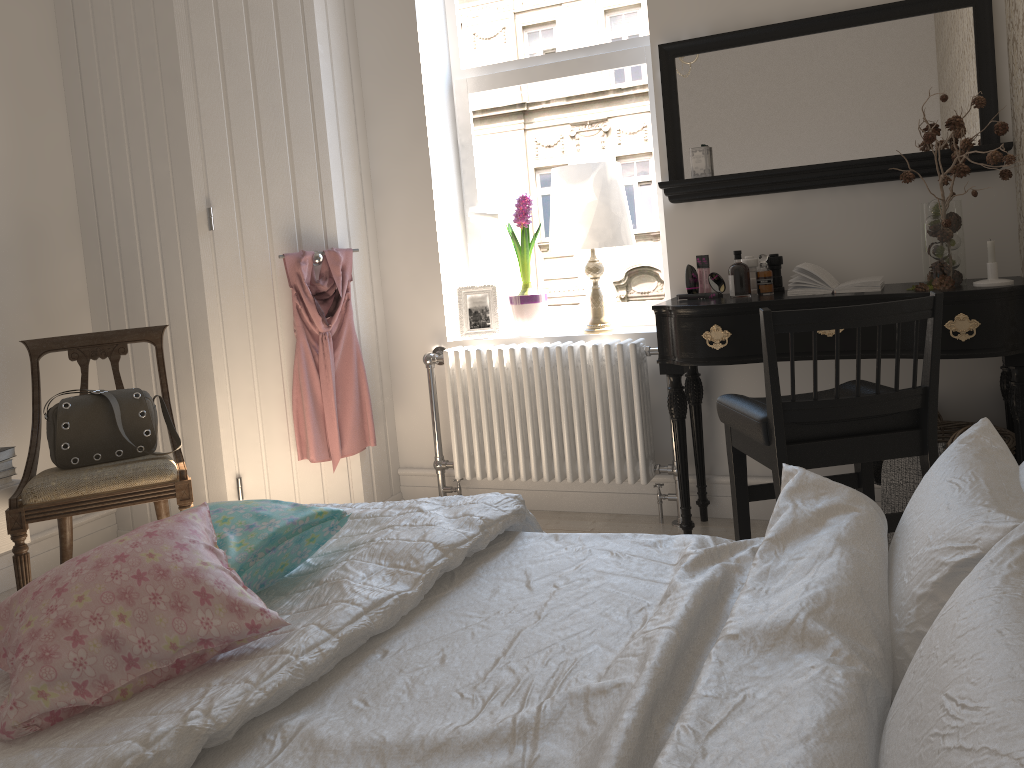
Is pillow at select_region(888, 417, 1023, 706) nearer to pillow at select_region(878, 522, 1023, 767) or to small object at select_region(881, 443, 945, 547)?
pillow at select_region(878, 522, 1023, 767)

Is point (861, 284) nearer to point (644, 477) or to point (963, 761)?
point (644, 477)

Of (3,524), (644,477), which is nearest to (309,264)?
(3,524)

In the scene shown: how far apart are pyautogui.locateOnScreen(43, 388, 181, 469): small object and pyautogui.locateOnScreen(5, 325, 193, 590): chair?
0.02m

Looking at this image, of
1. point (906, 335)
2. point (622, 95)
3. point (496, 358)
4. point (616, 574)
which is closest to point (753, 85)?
point (622, 95)

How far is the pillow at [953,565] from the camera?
1.08m

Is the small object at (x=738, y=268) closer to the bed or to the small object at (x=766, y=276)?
the small object at (x=766, y=276)

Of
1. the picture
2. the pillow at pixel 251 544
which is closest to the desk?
the picture

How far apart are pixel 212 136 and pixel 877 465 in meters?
2.6

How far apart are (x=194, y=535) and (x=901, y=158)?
2.4m
